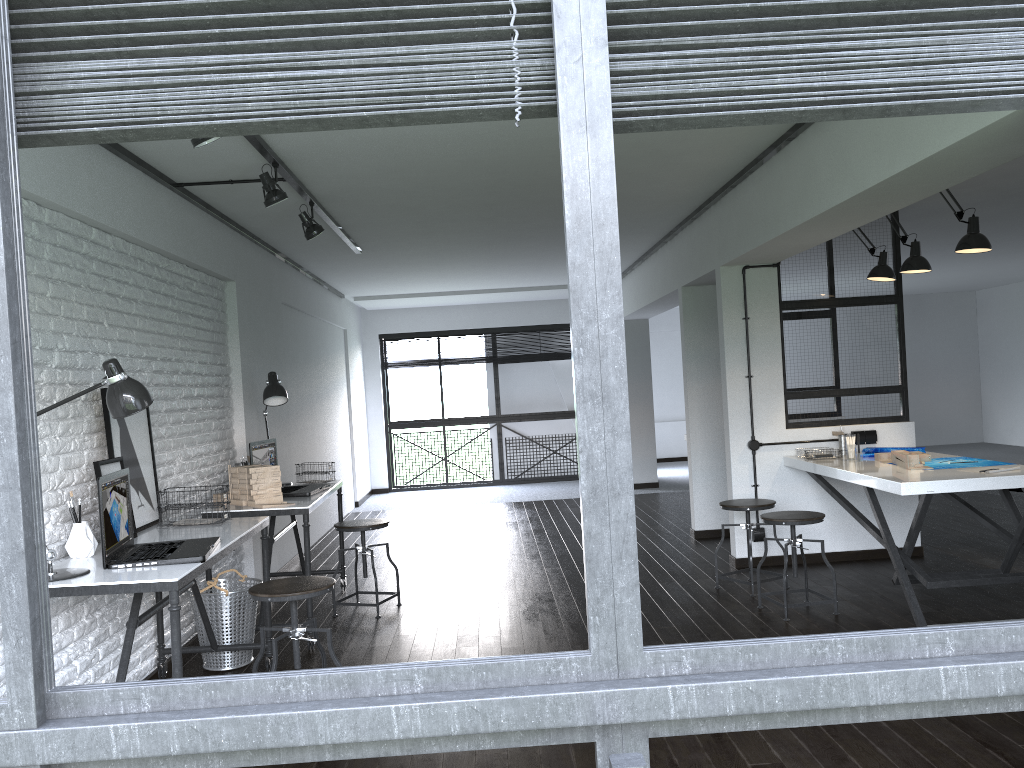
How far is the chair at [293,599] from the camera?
3.24m

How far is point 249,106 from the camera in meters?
1.1 m

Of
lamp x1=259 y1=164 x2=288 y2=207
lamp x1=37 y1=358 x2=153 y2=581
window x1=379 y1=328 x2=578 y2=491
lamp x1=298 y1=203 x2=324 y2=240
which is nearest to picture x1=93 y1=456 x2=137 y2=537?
lamp x1=37 y1=358 x2=153 y2=581

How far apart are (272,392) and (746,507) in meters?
2.8 m

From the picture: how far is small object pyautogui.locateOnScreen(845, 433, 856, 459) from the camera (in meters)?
5.23

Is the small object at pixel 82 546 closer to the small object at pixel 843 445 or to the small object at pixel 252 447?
the small object at pixel 252 447

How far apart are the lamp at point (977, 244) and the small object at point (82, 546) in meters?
4.0 m

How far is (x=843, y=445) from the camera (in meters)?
5.56

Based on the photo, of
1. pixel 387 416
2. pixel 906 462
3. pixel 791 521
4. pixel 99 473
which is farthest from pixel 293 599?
pixel 387 416

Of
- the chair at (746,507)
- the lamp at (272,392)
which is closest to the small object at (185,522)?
the lamp at (272,392)
